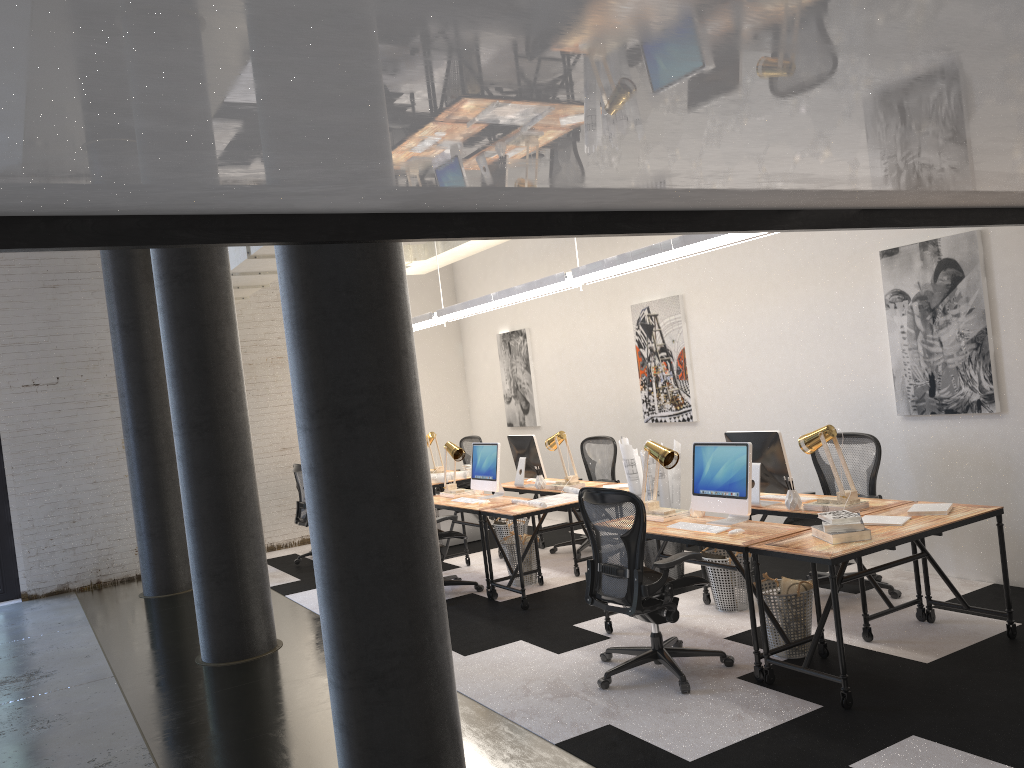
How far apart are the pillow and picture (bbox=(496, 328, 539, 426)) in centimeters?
571cm

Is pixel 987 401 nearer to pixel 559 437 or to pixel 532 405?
pixel 559 437

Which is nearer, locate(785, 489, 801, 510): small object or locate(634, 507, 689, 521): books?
locate(785, 489, 801, 510): small object

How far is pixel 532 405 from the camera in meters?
10.7

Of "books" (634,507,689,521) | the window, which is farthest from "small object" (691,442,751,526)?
the window

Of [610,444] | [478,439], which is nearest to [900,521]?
[610,444]

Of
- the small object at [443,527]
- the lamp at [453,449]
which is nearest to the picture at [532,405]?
the small object at [443,527]

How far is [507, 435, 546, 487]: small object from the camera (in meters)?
8.09

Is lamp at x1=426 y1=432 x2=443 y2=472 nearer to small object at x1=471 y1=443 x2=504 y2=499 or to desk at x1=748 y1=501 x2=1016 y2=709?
small object at x1=471 y1=443 x2=504 y2=499

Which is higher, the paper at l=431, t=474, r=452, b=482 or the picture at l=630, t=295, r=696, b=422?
the picture at l=630, t=295, r=696, b=422
